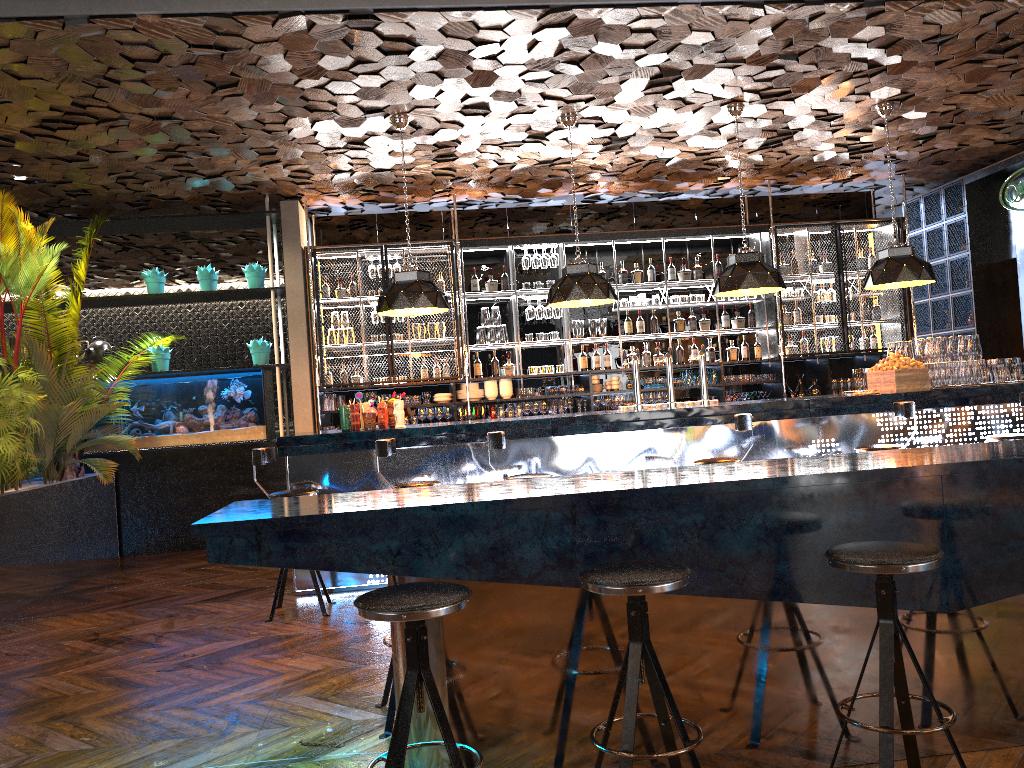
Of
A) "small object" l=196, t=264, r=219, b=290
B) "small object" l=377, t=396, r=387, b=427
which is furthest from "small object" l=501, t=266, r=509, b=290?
"small object" l=377, t=396, r=387, b=427

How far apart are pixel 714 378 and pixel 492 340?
2.5m

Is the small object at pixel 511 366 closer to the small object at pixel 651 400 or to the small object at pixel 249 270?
the small object at pixel 651 400

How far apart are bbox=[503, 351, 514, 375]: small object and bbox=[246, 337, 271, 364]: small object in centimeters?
258cm

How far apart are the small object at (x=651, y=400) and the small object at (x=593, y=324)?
0.9m

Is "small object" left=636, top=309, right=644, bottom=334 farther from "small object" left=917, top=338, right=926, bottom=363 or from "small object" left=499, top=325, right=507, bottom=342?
"small object" left=917, top=338, right=926, bottom=363

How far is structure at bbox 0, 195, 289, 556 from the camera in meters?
9.0 m

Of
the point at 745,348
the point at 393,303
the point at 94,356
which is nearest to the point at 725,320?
the point at 745,348

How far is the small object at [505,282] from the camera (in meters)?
9.81

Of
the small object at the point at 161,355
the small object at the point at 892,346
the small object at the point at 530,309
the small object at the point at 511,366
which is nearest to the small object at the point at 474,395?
the small object at the point at 511,366
